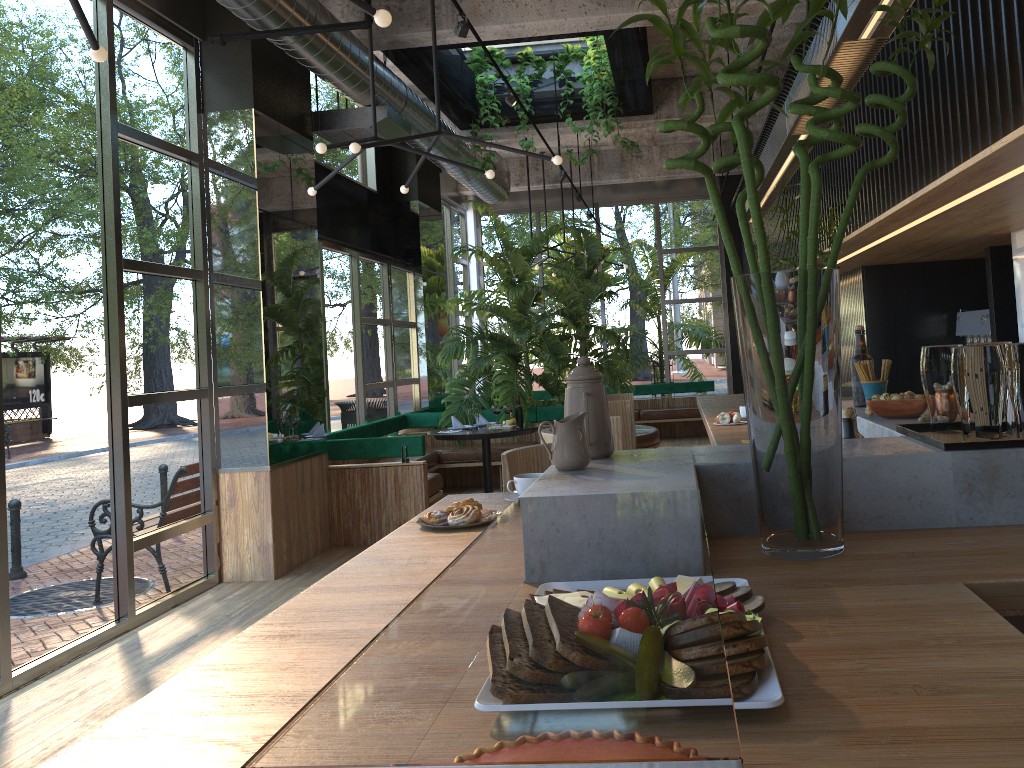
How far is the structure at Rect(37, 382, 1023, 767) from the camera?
0.62m

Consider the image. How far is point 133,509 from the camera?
5.3 meters

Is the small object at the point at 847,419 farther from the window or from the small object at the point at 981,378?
the window

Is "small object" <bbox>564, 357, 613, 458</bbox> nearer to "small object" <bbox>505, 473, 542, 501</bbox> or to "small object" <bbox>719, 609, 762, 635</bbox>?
"small object" <bbox>505, 473, 542, 501</bbox>

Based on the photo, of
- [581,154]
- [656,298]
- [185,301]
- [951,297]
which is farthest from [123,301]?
[656,298]

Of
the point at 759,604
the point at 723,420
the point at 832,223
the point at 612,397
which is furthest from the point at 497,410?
the point at 759,604

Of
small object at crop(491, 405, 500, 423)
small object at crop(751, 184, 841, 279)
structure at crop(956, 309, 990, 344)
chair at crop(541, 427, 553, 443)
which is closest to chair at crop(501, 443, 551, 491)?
chair at crop(541, 427, 553, 443)

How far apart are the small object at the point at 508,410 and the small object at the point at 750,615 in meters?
0.9 m

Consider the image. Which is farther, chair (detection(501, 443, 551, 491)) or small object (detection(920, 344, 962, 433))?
chair (detection(501, 443, 551, 491))

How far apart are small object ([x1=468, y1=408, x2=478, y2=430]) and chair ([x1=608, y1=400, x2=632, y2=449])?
3.0m
